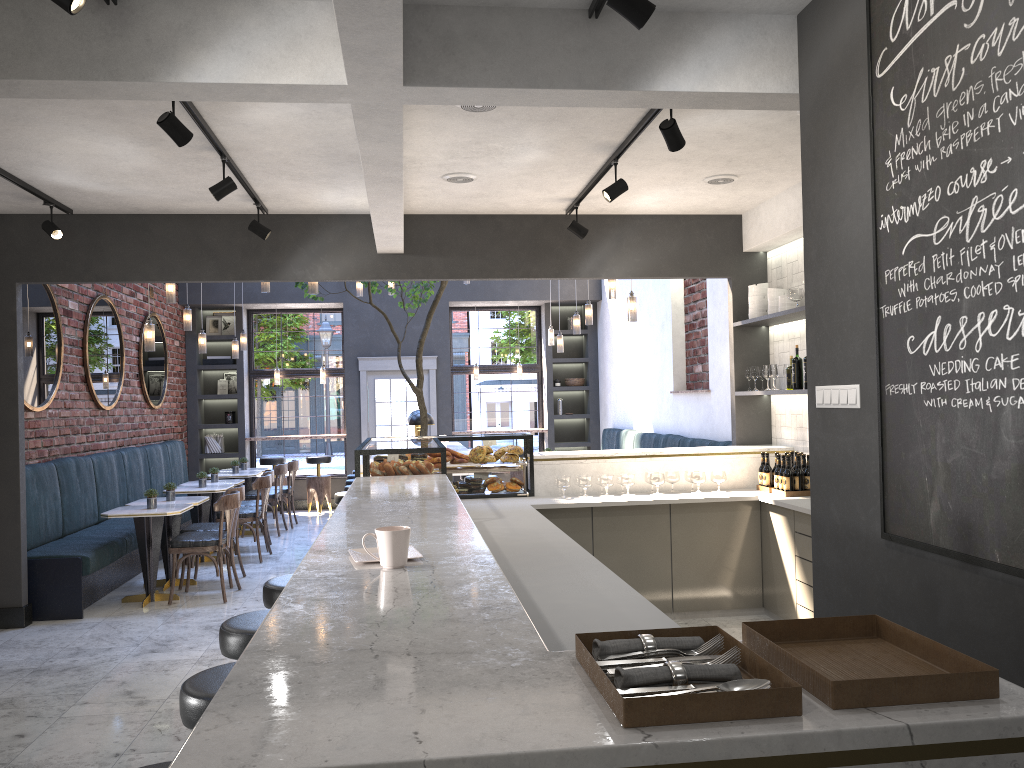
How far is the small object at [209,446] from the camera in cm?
1273

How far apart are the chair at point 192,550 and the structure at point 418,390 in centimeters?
172cm

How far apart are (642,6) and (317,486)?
10.7 meters

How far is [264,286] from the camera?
8.07m

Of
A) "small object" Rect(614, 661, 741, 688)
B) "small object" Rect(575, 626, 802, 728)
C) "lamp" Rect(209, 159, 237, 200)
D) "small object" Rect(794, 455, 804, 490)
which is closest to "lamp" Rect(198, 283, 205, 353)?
"lamp" Rect(209, 159, 237, 200)

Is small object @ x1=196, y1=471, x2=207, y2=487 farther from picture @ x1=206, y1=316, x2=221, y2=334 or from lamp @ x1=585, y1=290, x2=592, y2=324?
picture @ x1=206, y1=316, x2=221, y2=334

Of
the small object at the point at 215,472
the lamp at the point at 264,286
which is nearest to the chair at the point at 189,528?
the small object at the point at 215,472

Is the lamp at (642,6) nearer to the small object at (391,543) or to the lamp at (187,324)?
the small object at (391,543)

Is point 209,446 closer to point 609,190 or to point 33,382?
point 33,382

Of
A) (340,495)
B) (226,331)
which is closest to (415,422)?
(340,495)
